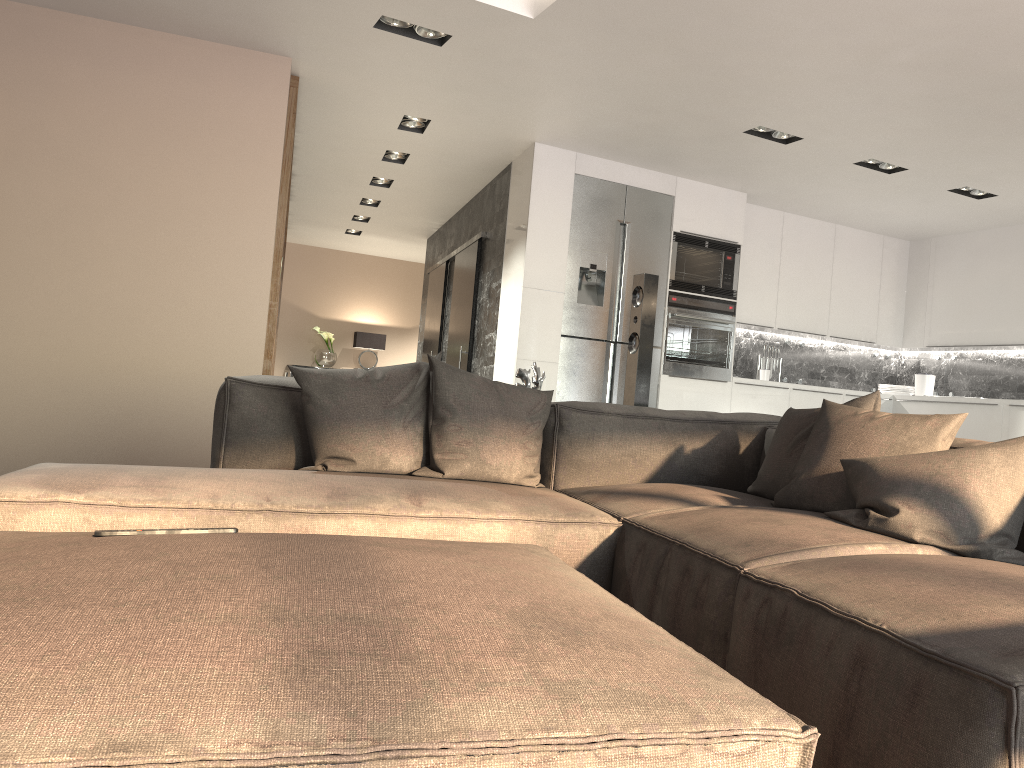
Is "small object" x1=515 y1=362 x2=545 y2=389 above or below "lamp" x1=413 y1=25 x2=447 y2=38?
below

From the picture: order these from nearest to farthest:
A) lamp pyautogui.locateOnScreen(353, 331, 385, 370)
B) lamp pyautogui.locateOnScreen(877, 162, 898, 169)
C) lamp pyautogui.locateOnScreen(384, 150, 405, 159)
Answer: lamp pyautogui.locateOnScreen(877, 162, 898, 169), lamp pyautogui.locateOnScreen(384, 150, 405, 159), lamp pyautogui.locateOnScreen(353, 331, 385, 370)

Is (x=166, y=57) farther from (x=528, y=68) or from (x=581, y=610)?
(x=581, y=610)

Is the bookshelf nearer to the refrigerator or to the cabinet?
the cabinet

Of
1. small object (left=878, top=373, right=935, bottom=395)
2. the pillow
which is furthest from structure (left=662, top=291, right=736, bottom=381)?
the pillow

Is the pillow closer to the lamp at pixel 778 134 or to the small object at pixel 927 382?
the lamp at pixel 778 134

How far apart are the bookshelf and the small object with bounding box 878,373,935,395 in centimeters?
559cm

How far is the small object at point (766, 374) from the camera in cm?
744

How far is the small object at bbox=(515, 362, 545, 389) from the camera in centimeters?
375cm

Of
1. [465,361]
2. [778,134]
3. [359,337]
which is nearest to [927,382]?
[778,134]
